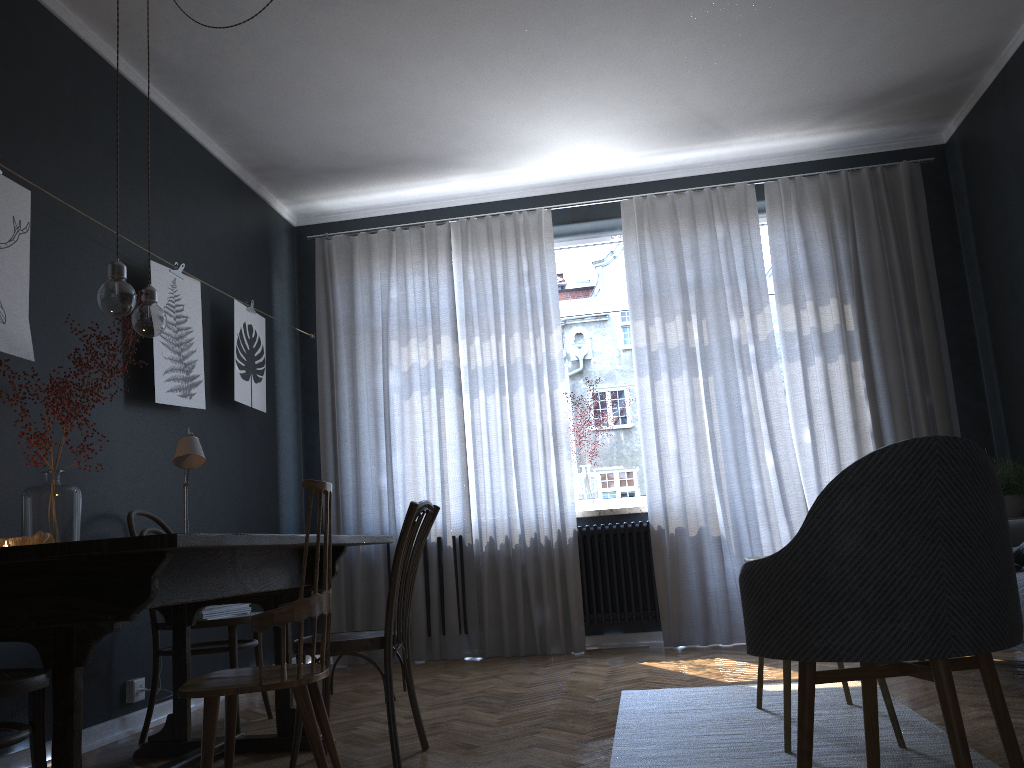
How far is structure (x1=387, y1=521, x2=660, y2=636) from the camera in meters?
5.2

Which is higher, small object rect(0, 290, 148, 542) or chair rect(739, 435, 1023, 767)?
small object rect(0, 290, 148, 542)

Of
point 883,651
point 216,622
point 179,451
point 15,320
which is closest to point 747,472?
point 216,622

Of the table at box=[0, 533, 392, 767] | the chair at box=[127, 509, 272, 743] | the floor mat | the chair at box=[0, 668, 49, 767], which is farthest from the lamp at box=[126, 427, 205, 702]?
the floor mat

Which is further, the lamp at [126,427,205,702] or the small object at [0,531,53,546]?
the lamp at [126,427,205,702]

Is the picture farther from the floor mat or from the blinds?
the floor mat

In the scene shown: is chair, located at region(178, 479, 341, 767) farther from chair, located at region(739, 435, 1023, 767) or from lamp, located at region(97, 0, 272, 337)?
chair, located at region(739, 435, 1023, 767)

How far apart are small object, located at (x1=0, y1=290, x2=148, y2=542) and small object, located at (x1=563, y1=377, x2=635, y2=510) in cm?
315

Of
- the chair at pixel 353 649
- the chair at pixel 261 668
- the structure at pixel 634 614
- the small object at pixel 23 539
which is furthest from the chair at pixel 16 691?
the structure at pixel 634 614

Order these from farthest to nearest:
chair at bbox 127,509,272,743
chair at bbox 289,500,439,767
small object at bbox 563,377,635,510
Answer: small object at bbox 563,377,635,510
chair at bbox 127,509,272,743
chair at bbox 289,500,439,767
